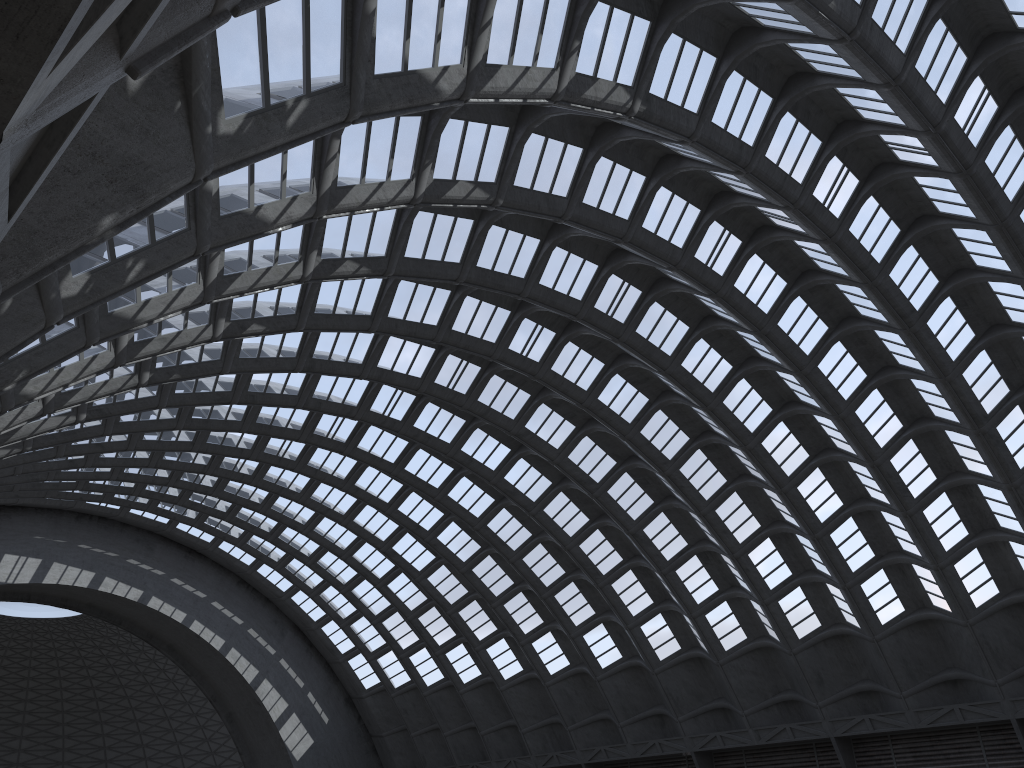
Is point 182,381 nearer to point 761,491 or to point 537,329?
point 537,329

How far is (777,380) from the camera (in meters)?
35.32
